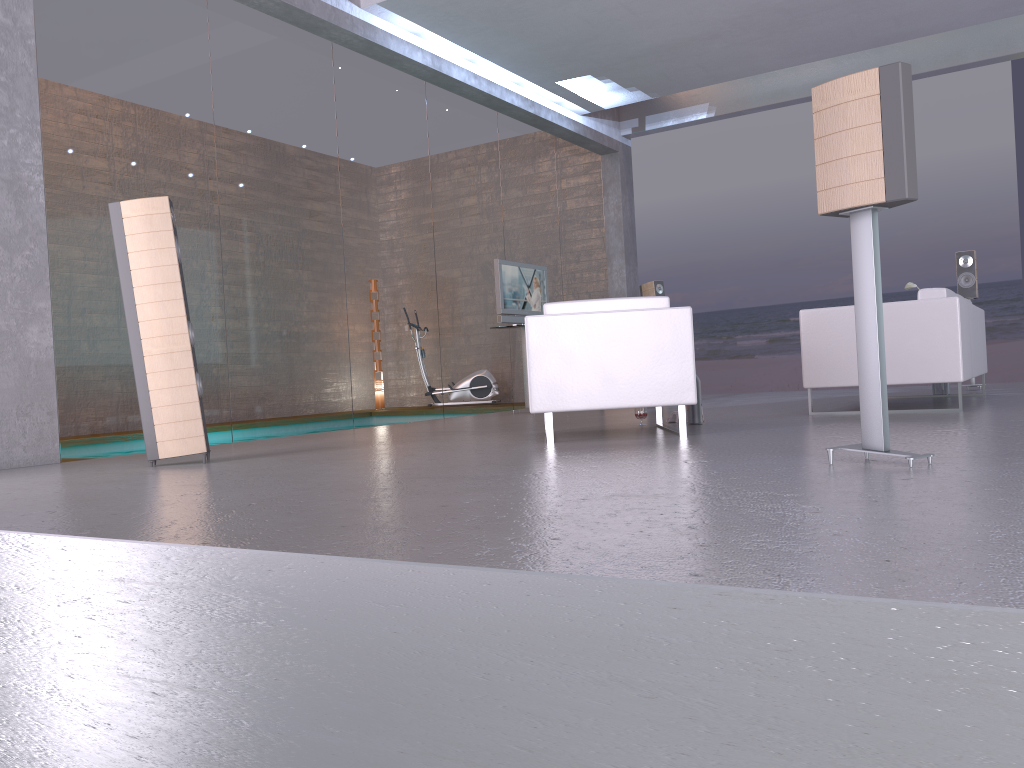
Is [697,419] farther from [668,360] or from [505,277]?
[505,277]

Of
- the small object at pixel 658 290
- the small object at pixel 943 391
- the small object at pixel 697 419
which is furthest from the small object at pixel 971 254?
the small object at pixel 697 419

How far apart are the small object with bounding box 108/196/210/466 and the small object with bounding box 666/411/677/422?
3.1 meters

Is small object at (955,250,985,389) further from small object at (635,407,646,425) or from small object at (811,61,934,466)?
small object at (811,61,934,466)

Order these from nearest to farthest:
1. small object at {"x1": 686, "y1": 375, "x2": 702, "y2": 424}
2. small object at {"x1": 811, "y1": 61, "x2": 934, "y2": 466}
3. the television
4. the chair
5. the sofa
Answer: small object at {"x1": 811, "y1": 61, "x2": 934, "y2": 466}, the chair, the sofa, small object at {"x1": 686, "y1": 375, "x2": 702, "y2": 424}, the television

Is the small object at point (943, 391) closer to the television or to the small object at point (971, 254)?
the small object at point (971, 254)

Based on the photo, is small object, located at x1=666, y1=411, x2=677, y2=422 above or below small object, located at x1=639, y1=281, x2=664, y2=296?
below

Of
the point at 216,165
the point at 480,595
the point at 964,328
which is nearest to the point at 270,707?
the point at 480,595

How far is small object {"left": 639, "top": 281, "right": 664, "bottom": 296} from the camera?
10.9 meters

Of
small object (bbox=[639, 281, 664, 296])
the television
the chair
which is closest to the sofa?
the chair
